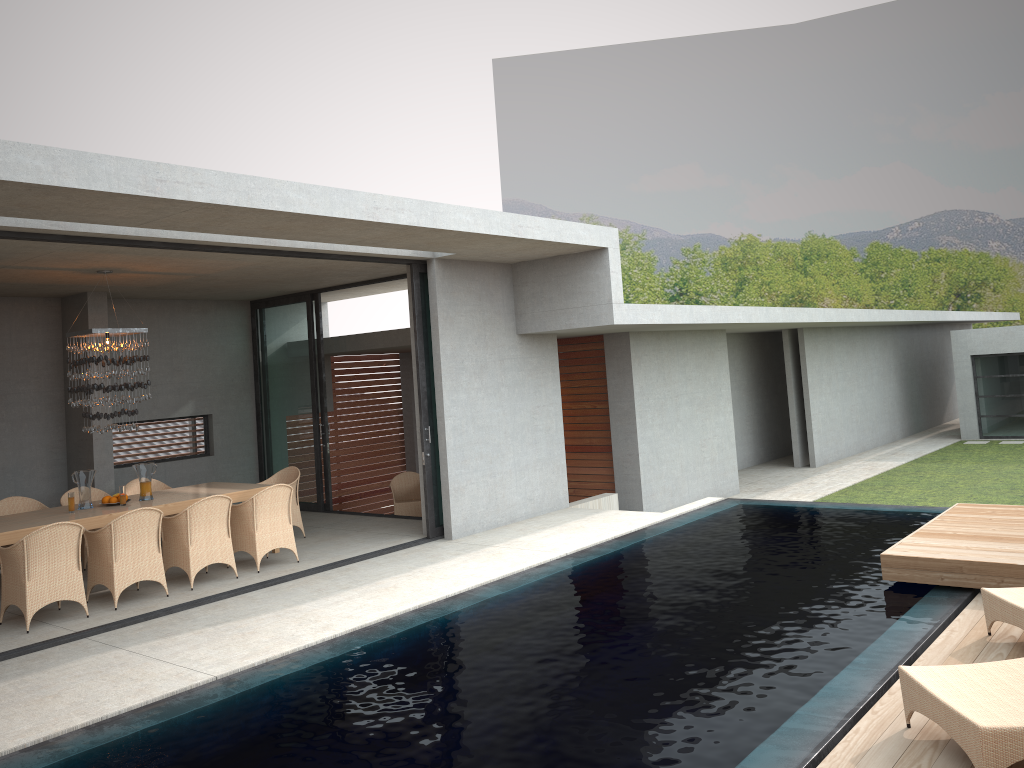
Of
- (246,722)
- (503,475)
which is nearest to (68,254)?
(246,722)

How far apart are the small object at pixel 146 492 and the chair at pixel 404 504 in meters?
5.1 m

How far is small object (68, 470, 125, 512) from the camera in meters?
28.3

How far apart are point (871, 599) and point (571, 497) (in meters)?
8.10

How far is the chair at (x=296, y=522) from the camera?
10.9m

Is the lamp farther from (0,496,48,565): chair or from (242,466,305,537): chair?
(242,466,305,537): chair

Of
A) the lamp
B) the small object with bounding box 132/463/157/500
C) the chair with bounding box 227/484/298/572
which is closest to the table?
the chair with bounding box 227/484/298/572

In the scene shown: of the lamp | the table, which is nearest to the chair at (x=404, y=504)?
the table

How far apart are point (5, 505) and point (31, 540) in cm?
281

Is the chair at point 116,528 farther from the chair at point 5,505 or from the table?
the chair at point 5,505
